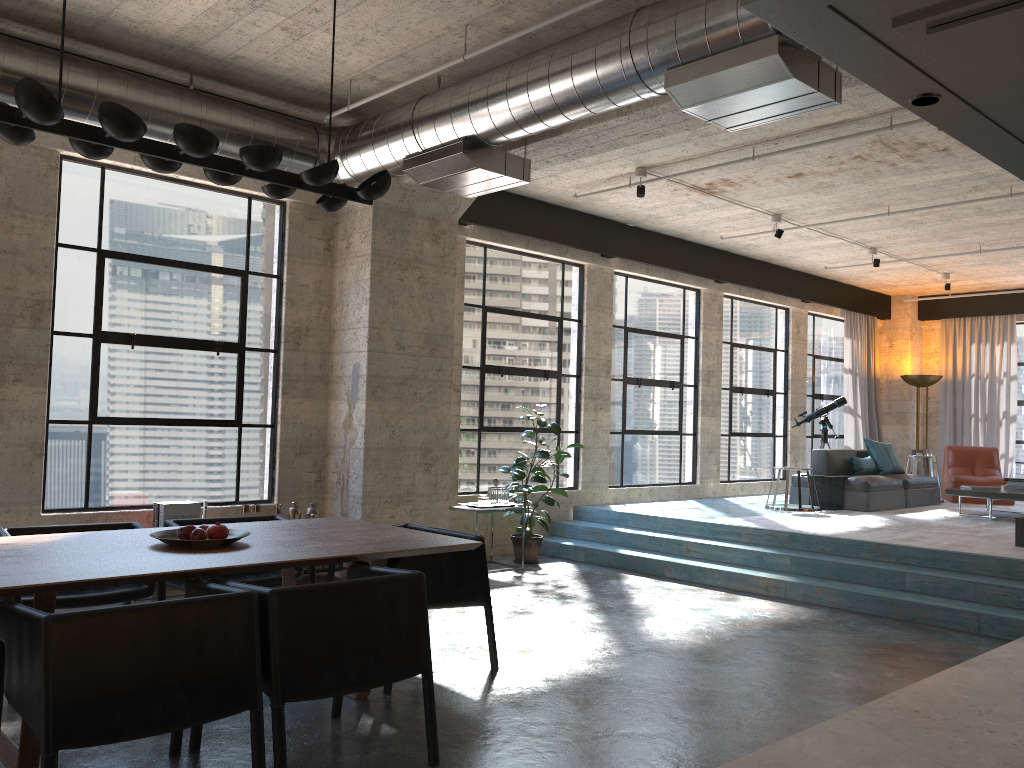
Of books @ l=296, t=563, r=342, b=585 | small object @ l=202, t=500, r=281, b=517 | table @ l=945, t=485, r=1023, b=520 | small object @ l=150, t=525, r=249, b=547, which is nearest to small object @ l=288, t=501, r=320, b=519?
small object @ l=202, t=500, r=281, b=517

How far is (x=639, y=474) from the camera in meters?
10.7 m

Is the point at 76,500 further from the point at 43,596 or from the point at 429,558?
the point at 43,596

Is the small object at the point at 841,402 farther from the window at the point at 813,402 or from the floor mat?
the floor mat

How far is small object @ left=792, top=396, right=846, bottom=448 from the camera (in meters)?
12.37

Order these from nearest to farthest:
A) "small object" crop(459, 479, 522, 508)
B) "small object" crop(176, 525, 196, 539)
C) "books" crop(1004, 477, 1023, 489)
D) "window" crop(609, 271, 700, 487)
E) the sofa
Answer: "small object" crop(176, 525, 196, 539) < "small object" crop(459, 479, 522, 508) < "books" crop(1004, 477, 1023, 489) < the sofa < "window" crop(609, 271, 700, 487)

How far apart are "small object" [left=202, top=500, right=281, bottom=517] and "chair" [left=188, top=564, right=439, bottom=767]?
3.0 meters

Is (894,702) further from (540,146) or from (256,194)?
(256,194)

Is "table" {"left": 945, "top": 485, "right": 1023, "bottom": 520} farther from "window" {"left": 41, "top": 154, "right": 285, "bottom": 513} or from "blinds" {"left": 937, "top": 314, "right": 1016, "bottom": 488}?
"window" {"left": 41, "top": 154, "right": 285, "bottom": 513}

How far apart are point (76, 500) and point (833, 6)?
6.6 meters
